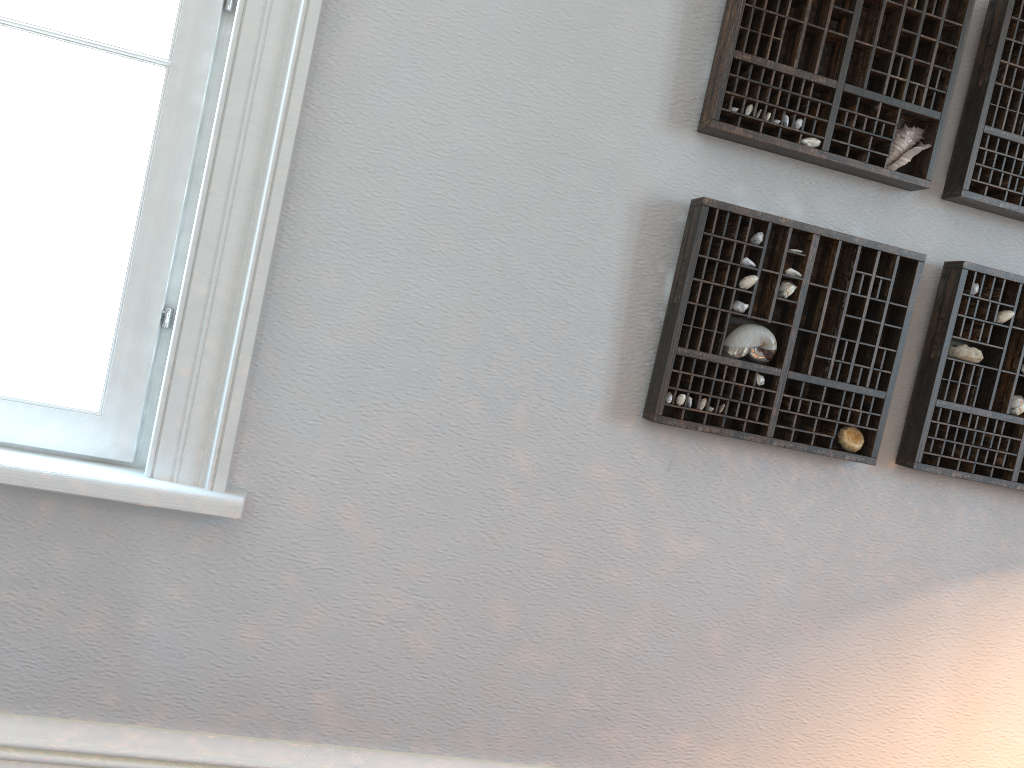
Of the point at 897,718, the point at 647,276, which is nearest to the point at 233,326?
the point at 647,276

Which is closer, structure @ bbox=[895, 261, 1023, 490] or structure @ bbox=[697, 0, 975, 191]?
structure @ bbox=[697, 0, 975, 191]

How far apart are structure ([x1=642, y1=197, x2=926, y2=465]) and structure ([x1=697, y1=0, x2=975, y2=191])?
0.1 meters

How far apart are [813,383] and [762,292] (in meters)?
0.20

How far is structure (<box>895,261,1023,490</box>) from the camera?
1.7m

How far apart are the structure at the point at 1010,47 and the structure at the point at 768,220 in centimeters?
16cm

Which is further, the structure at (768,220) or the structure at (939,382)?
the structure at (939,382)

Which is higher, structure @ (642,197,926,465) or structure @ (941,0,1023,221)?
structure @ (941,0,1023,221)

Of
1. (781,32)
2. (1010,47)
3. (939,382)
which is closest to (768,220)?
(781,32)

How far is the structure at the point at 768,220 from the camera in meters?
1.6
